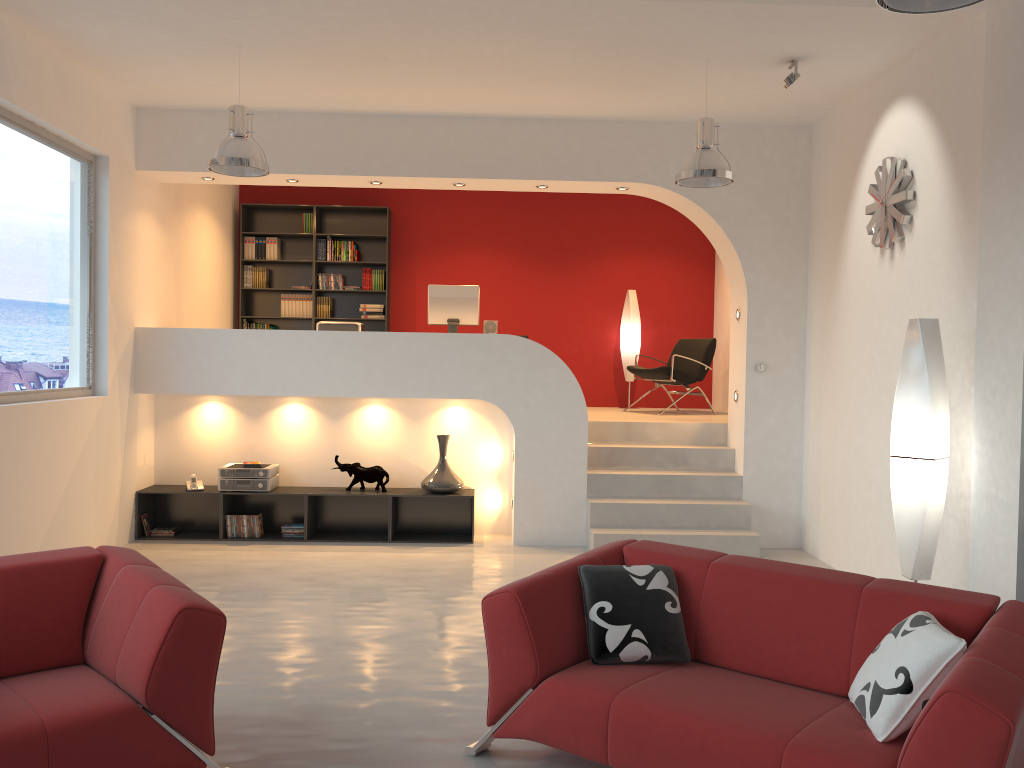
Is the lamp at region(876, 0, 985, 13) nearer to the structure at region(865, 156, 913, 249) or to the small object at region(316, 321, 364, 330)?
the structure at region(865, 156, 913, 249)

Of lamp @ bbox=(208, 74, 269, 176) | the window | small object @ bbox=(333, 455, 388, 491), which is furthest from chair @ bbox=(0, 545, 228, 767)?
small object @ bbox=(333, 455, 388, 491)

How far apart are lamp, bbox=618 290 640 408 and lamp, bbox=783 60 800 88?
4.4 meters

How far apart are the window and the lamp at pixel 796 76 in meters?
4.9

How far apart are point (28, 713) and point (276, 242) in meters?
7.7 m

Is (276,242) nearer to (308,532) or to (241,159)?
(308,532)

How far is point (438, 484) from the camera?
7.4 meters

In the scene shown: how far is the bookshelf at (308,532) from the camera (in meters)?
7.36

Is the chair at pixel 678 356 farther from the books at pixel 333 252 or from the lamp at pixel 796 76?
the lamp at pixel 796 76

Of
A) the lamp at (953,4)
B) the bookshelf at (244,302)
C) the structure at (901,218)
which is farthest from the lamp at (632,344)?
the lamp at (953,4)
